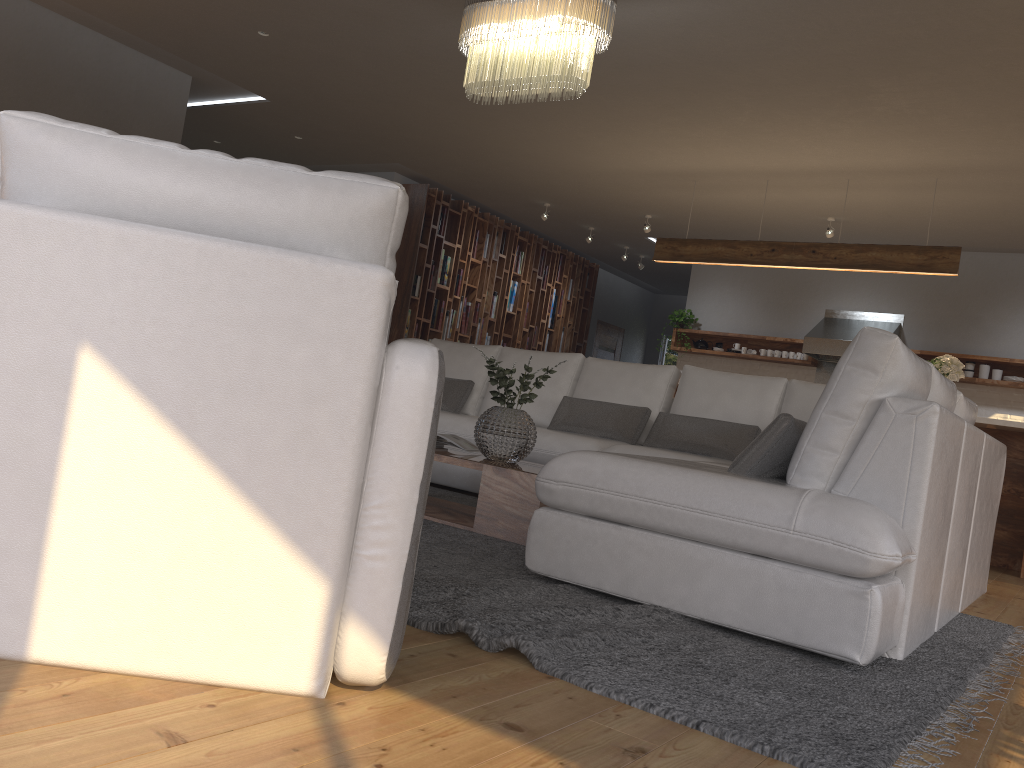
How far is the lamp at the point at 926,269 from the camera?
6.6m

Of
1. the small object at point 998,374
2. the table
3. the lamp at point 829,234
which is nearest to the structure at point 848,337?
the small object at point 998,374

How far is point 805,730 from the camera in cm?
175

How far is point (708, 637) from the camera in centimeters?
240cm

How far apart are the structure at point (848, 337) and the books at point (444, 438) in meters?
5.7 m

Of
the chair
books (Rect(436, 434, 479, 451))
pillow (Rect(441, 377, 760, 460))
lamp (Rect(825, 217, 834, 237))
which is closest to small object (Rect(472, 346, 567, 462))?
books (Rect(436, 434, 479, 451))

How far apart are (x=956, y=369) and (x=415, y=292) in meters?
5.2

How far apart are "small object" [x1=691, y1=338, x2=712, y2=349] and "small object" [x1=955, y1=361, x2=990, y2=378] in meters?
2.7 m

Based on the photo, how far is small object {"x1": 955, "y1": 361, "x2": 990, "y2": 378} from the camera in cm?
846

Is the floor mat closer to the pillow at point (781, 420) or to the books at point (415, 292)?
the pillow at point (781, 420)
